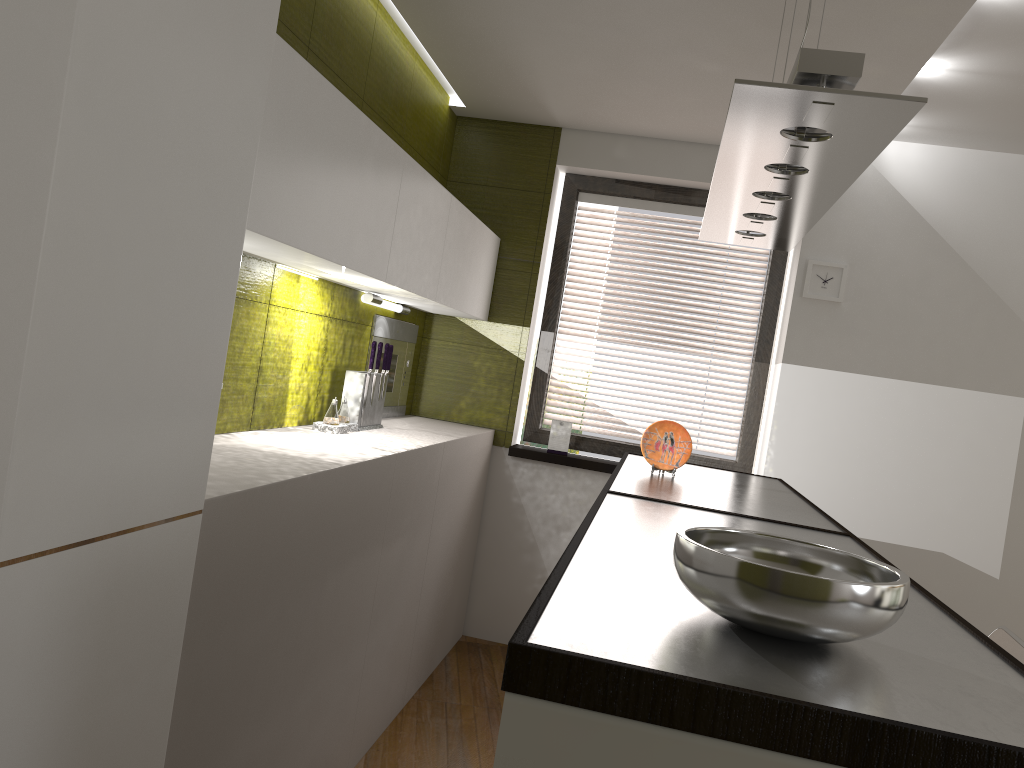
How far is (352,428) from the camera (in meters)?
3.35

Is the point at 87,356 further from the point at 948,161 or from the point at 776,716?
the point at 948,161

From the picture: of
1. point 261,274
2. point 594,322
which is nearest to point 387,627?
point 261,274

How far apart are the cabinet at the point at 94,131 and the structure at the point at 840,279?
1.53m

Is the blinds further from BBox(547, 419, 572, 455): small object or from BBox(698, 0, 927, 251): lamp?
BBox(698, 0, 927, 251): lamp

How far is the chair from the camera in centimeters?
262cm

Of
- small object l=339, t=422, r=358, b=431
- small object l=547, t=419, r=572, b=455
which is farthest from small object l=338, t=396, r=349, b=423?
small object l=547, t=419, r=572, b=455

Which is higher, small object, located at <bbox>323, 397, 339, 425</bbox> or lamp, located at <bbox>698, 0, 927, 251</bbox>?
lamp, located at <bbox>698, 0, 927, 251</bbox>

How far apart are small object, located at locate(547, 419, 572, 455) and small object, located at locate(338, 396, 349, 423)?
1.5 meters

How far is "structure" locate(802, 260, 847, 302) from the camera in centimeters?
419cm
